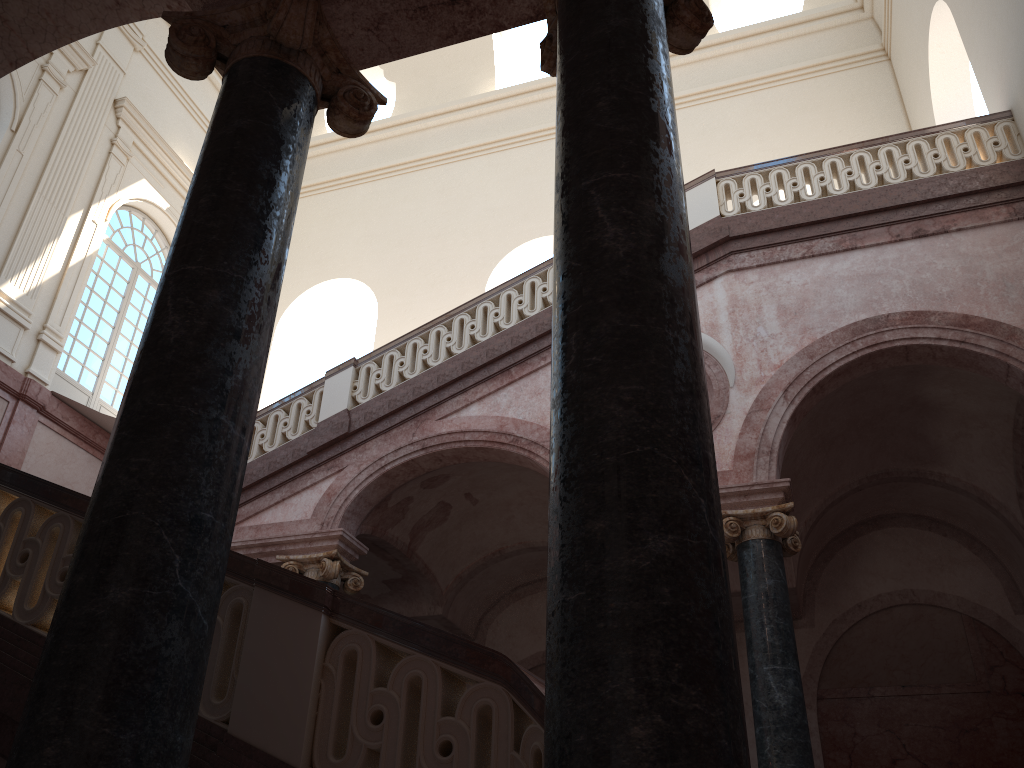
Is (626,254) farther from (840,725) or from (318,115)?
(318,115)
